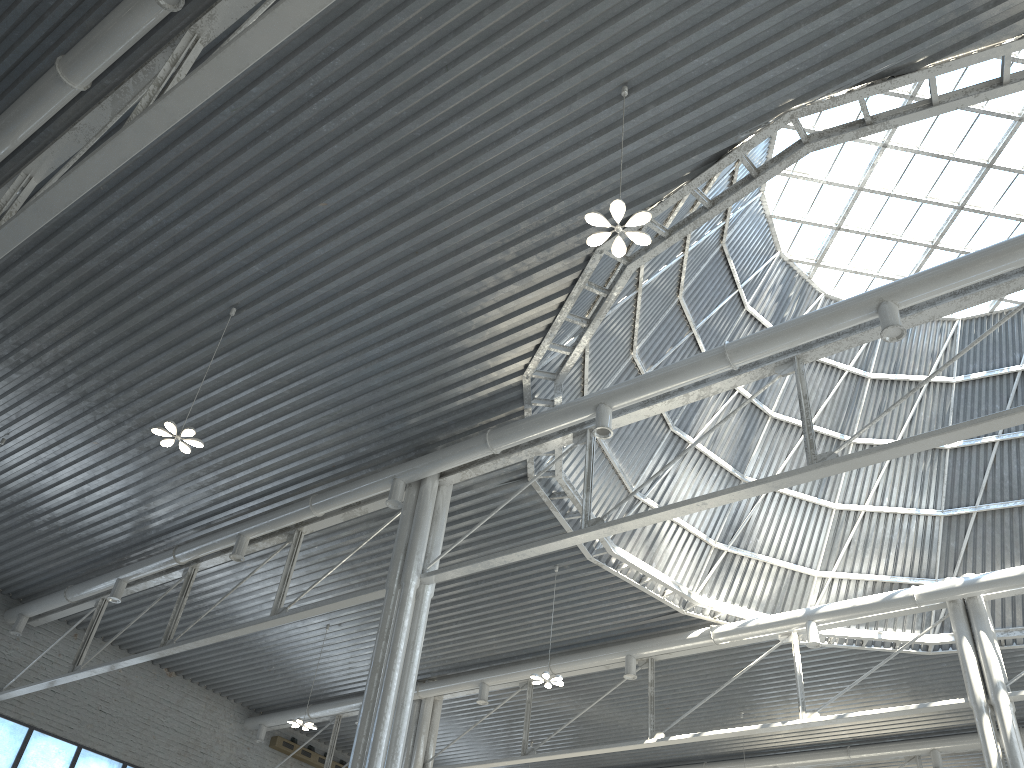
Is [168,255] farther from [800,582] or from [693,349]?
[800,582]

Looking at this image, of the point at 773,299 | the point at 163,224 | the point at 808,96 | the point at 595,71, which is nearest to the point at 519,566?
the point at 773,299
